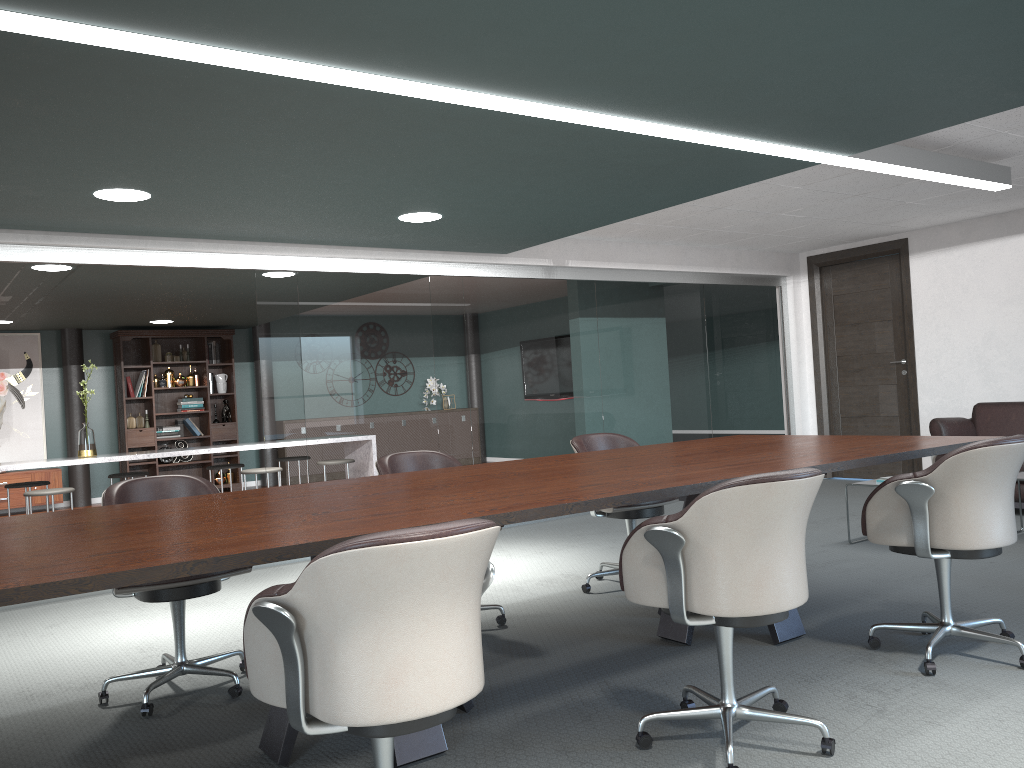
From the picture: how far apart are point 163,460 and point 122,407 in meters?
0.8

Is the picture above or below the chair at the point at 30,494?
above

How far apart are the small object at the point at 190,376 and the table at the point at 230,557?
8.0m

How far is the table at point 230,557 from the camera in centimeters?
179cm

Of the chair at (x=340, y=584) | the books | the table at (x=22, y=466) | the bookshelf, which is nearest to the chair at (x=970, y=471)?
the chair at (x=340, y=584)

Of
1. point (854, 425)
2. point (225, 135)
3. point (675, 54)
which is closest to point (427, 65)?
point (675, 54)

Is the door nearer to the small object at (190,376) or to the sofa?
the sofa

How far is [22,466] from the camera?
6.3 meters

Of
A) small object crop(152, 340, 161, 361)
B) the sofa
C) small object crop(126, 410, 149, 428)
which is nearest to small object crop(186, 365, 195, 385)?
small object crop(152, 340, 161, 361)

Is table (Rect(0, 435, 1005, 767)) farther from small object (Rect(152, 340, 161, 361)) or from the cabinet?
small object (Rect(152, 340, 161, 361))
